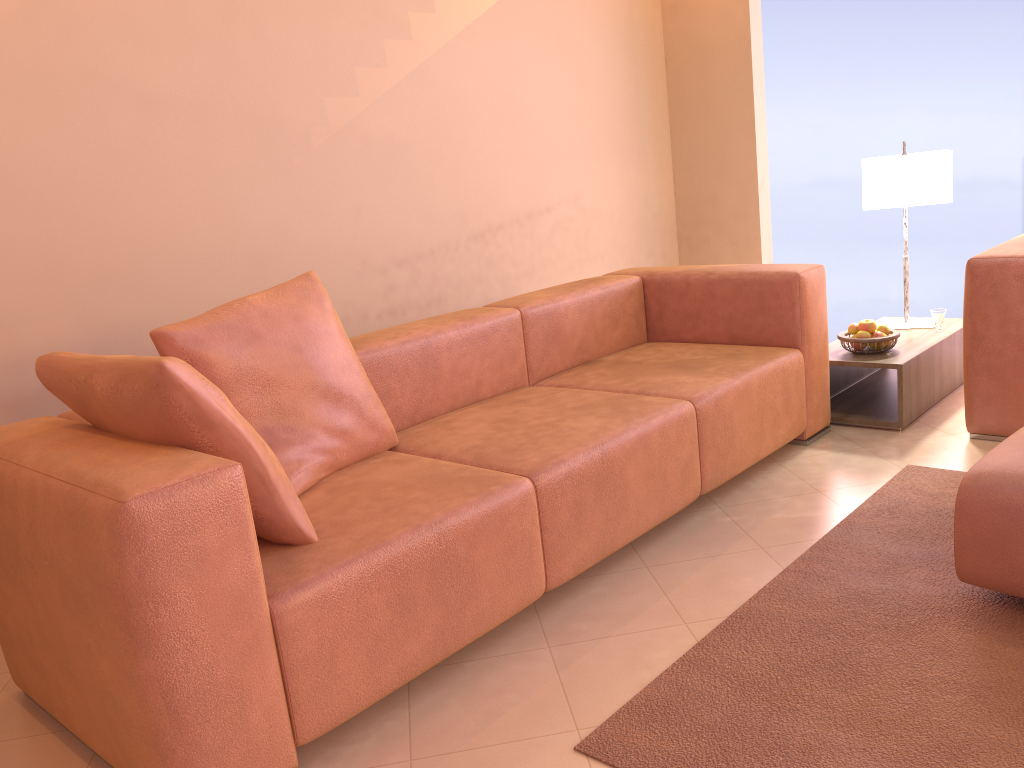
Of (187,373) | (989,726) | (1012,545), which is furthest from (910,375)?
A: (187,373)

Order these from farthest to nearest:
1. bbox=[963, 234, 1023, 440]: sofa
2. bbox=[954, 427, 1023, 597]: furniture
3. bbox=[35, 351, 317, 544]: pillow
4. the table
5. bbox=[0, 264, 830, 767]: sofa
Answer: the table < bbox=[963, 234, 1023, 440]: sofa < bbox=[954, 427, 1023, 597]: furniture < bbox=[35, 351, 317, 544]: pillow < bbox=[0, 264, 830, 767]: sofa

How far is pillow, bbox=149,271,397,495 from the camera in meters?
2.2 m

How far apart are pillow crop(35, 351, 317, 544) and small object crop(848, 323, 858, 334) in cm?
250

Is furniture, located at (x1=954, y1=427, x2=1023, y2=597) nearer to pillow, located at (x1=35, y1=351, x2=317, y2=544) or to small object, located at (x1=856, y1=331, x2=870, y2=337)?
small object, located at (x1=856, y1=331, x2=870, y2=337)

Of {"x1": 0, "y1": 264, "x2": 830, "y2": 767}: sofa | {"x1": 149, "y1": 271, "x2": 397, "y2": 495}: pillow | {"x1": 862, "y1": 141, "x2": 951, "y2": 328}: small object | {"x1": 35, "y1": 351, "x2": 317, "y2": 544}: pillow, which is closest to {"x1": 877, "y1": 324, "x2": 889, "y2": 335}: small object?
{"x1": 0, "y1": 264, "x2": 830, "y2": 767}: sofa

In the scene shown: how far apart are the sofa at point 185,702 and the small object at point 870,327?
0.3 meters

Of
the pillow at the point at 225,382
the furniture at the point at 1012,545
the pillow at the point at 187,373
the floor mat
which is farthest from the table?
the pillow at the point at 187,373

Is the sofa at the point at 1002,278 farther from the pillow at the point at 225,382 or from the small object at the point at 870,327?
the pillow at the point at 225,382

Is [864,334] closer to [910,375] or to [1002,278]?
[910,375]
